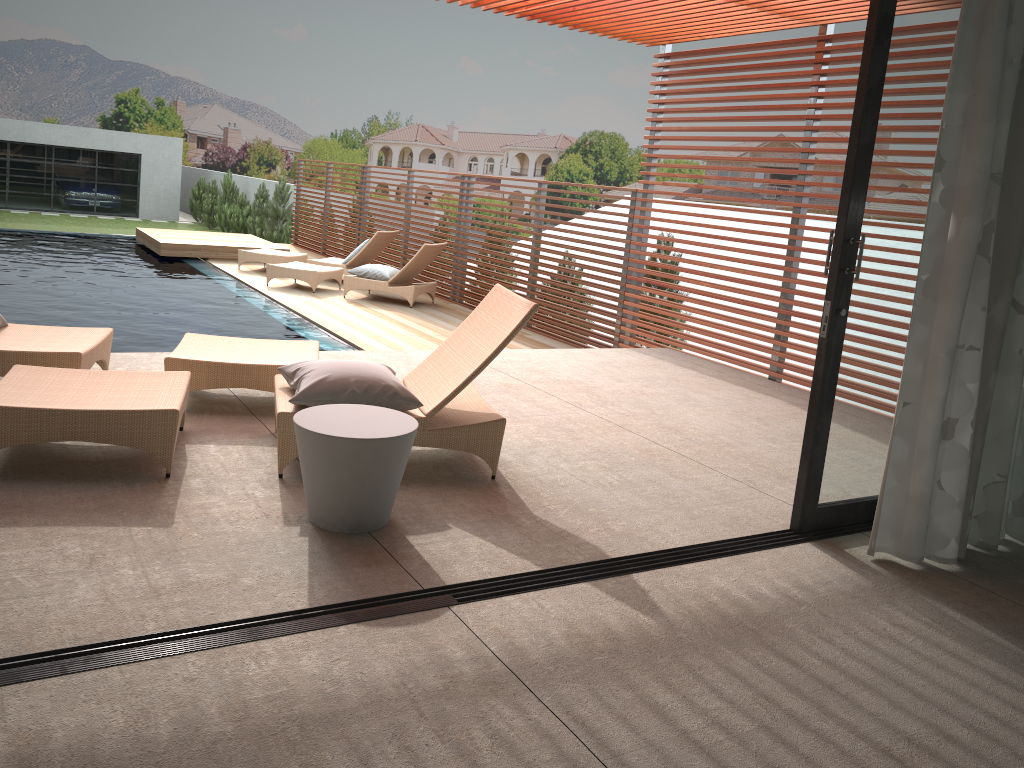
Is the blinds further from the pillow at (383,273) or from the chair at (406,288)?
the pillow at (383,273)

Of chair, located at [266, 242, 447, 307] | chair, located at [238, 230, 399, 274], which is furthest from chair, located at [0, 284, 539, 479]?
chair, located at [238, 230, 399, 274]

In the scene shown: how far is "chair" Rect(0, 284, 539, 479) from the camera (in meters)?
3.54

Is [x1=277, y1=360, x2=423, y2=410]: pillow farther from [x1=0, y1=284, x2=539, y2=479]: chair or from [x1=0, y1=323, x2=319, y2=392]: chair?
[x1=0, y1=323, x2=319, y2=392]: chair

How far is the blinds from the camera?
3.2m

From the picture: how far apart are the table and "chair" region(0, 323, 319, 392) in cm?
122

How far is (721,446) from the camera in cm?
508

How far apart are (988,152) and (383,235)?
9.99m

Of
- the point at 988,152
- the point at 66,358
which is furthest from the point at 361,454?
the point at 988,152

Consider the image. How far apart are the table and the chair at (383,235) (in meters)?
9.07
